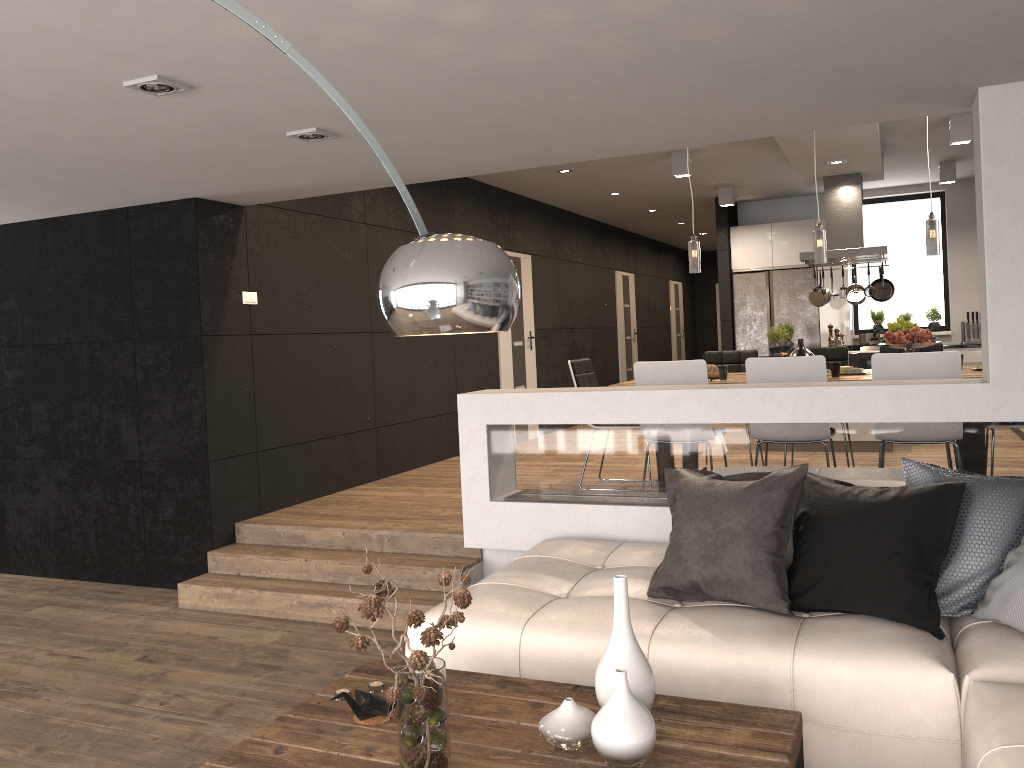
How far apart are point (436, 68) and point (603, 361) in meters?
9.8

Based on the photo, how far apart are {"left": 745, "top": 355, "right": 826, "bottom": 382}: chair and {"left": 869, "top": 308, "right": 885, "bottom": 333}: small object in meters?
6.7

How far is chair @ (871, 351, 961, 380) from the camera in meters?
4.6

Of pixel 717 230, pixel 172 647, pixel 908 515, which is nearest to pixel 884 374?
pixel 908 515

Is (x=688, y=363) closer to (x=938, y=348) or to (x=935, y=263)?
(x=938, y=348)

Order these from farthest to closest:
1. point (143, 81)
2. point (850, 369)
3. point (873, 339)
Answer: point (873, 339)
point (850, 369)
point (143, 81)

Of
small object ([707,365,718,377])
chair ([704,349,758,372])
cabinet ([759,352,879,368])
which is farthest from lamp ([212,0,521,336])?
cabinet ([759,352,879,368])

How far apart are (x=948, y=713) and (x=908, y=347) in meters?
3.4

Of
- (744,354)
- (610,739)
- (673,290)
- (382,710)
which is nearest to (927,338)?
(744,354)

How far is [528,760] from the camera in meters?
2.2 m
